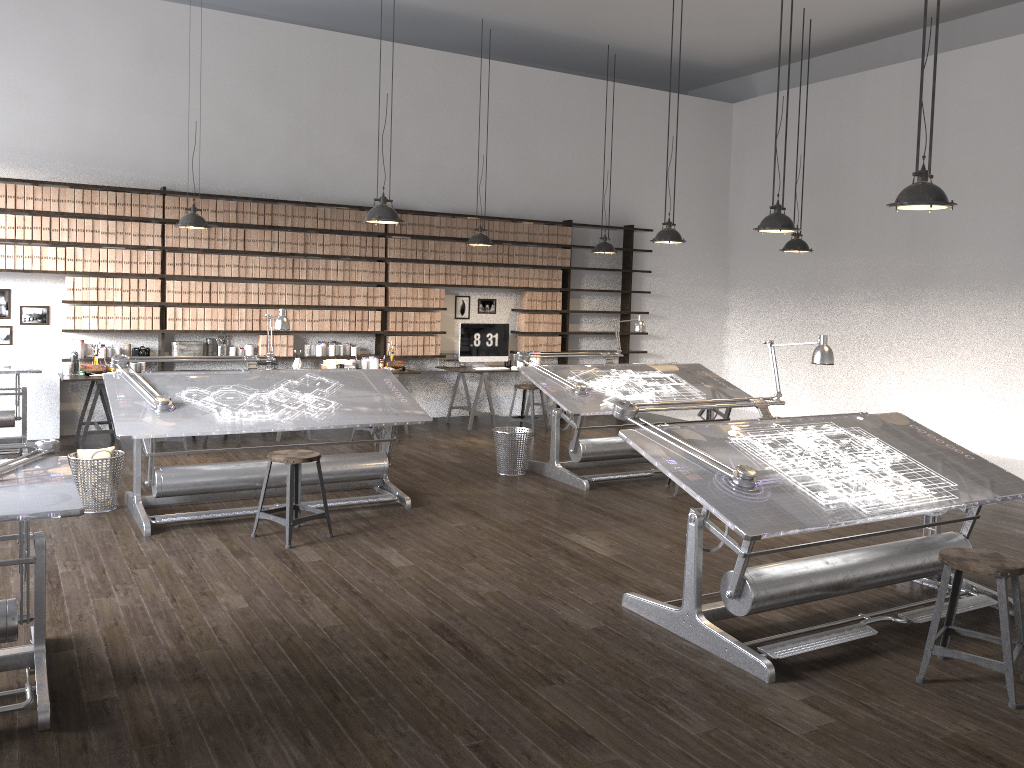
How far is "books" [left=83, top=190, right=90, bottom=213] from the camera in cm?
827

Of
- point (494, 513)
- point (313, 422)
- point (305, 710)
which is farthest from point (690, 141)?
point (305, 710)

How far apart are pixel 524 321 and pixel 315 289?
2.6 meters

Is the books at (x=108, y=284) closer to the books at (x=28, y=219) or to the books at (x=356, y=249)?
the books at (x=28, y=219)

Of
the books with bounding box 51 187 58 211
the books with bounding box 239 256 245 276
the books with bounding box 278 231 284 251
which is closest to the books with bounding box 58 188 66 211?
the books with bounding box 51 187 58 211

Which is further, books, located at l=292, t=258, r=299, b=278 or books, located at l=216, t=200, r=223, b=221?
books, located at l=292, t=258, r=299, b=278

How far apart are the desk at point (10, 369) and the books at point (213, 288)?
1.7m

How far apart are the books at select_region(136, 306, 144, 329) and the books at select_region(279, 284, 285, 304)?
1.4 meters

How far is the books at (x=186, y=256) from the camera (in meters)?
8.76

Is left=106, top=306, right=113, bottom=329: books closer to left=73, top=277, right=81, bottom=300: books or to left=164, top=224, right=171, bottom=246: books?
left=73, top=277, right=81, bottom=300: books
